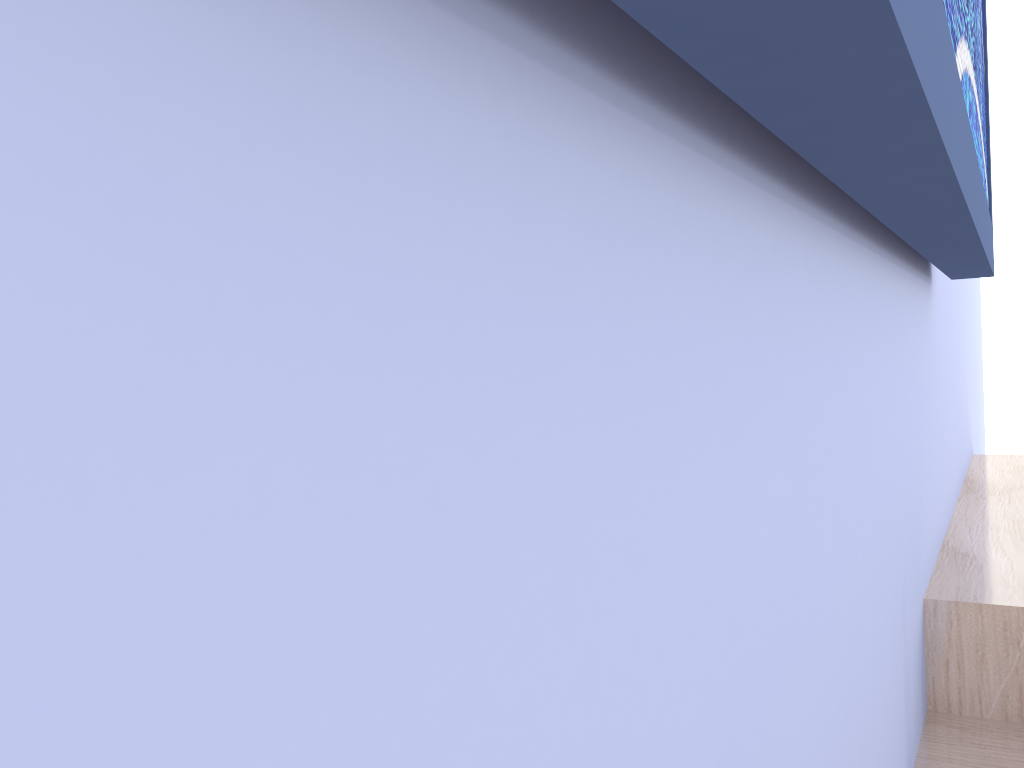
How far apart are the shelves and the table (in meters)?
0.01

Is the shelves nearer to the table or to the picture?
the table

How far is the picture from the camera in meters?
0.2 m

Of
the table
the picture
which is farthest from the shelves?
the picture

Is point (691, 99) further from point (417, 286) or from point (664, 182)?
point (417, 286)

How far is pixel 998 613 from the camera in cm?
92

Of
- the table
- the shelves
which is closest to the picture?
the shelves

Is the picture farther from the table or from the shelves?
the table

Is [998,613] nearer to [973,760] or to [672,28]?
[973,760]

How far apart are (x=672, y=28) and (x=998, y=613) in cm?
92
